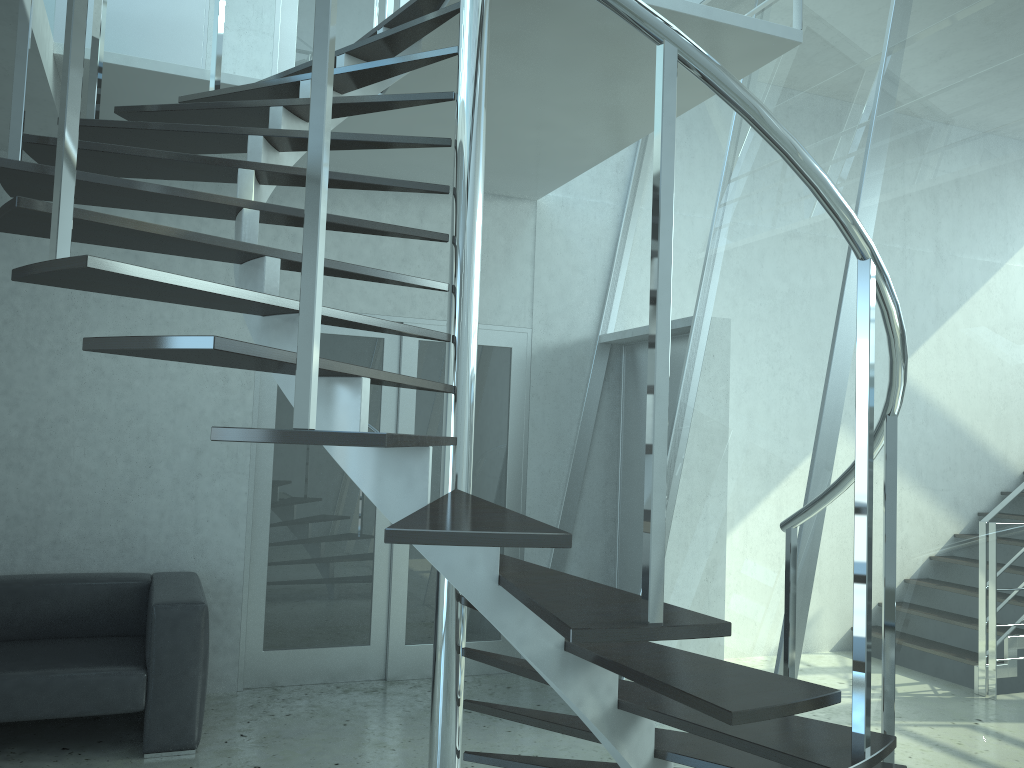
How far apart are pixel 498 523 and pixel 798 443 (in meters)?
2.43

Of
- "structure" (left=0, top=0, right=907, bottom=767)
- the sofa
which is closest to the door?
the sofa

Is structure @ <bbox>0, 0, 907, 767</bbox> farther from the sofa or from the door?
the sofa

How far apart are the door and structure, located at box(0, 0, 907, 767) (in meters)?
0.88

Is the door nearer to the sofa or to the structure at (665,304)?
the sofa

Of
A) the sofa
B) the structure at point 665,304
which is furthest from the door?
the structure at point 665,304

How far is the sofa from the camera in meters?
3.7

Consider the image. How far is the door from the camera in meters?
5.0 m

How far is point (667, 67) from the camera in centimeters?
160cm

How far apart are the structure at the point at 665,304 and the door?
0.88m
